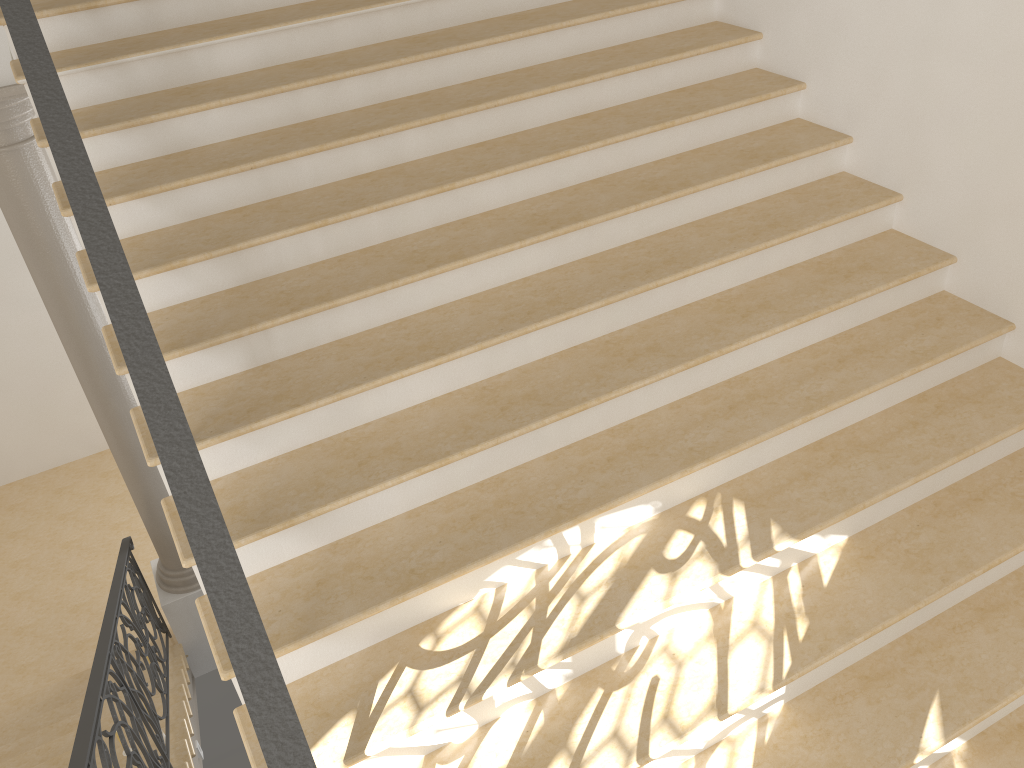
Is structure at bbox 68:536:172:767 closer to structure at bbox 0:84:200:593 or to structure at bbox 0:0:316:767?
structure at bbox 0:84:200:593

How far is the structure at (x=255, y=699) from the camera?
1.4m

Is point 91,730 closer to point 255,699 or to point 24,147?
point 255,699

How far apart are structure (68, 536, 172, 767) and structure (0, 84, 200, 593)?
0.1 meters

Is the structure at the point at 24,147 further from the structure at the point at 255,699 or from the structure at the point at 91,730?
the structure at the point at 255,699

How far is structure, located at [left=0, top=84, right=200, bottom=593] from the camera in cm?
540

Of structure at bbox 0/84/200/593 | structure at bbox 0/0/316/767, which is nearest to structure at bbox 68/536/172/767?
structure at bbox 0/84/200/593

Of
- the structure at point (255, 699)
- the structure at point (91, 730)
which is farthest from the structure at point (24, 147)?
the structure at point (255, 699)

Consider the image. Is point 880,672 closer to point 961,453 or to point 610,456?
point 961,453

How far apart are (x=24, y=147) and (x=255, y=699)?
5.2 meters
